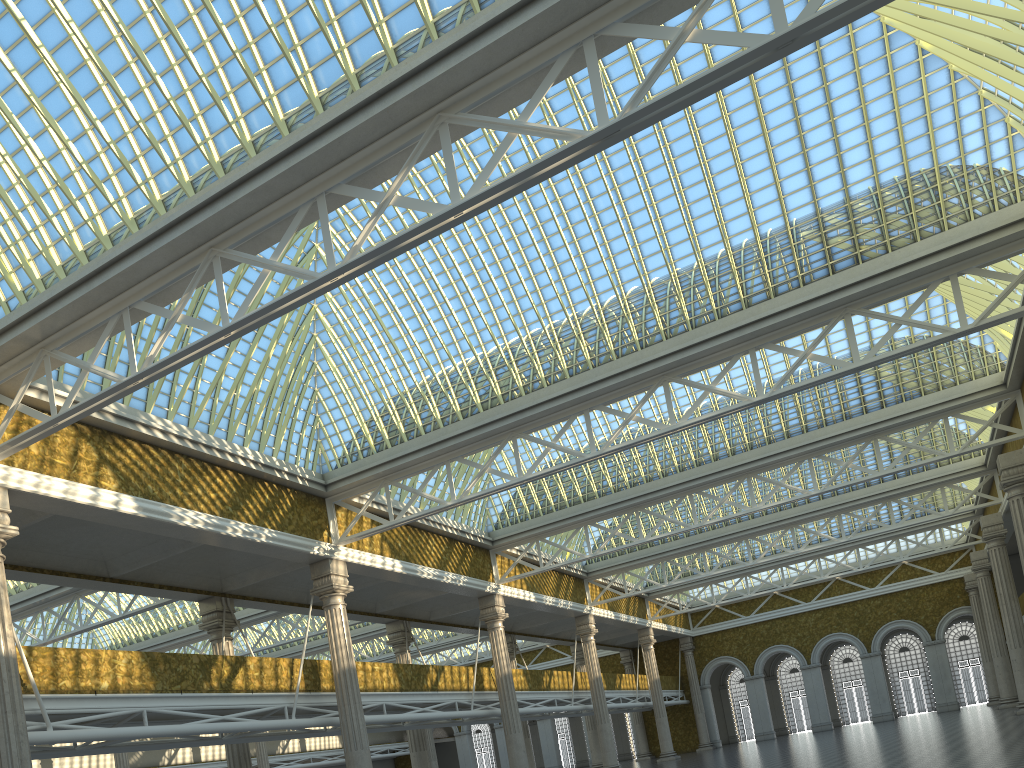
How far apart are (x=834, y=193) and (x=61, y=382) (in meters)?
19.44

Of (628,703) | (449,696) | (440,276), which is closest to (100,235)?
(440,276)
